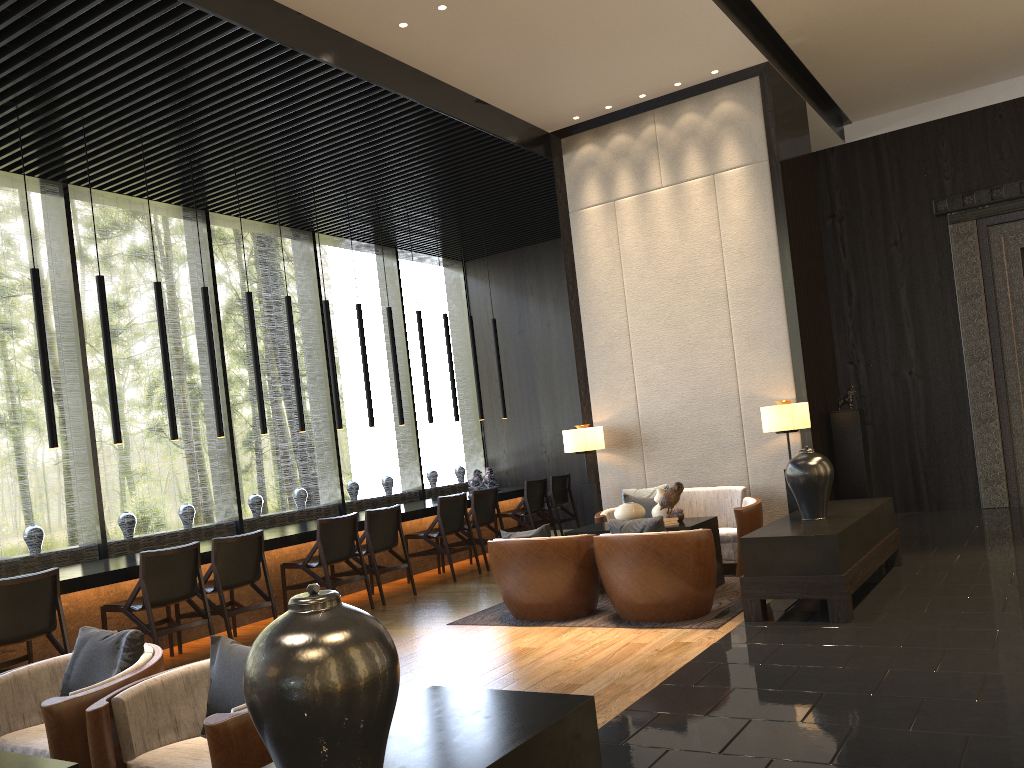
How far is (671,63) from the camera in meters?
7.4

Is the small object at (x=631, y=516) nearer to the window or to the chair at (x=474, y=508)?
the chair at (x=474, y=508)

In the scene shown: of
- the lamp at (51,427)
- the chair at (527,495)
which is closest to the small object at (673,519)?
the chair at (527,495)

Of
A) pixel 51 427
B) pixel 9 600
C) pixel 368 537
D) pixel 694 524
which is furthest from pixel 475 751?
pixel 368 537

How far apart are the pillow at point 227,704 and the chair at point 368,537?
4.4 meters

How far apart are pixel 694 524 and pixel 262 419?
3.84m

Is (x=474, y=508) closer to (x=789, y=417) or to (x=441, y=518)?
(x=441, y=518)

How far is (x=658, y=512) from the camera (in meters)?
6.69

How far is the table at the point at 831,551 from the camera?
5.1 meters

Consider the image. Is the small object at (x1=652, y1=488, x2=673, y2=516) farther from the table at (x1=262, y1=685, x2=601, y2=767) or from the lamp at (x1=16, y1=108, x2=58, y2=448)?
the lamp at (x1=16, y1=108, x2=58, y2=448)
